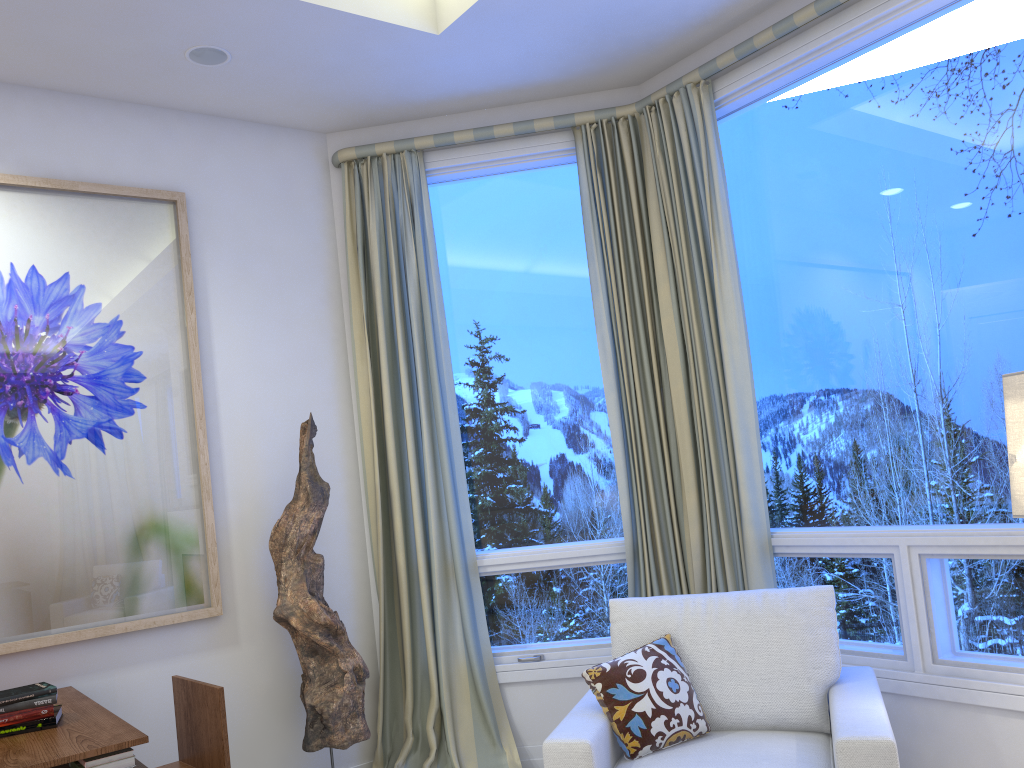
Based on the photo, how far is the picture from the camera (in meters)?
2.70

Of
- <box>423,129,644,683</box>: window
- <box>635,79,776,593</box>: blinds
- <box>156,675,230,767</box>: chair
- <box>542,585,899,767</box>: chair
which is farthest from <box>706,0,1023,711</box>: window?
<box>156,675,230,767</box>: chair

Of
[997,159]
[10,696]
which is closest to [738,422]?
[997,159]

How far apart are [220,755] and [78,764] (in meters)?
0.48

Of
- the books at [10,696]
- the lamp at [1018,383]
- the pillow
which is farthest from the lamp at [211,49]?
the lamp at [1018,383]

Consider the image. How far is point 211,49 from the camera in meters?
2.8 m

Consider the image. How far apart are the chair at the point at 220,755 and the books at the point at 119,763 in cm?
40

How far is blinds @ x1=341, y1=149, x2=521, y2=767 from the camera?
3.2 meters

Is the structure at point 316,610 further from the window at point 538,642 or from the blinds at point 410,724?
the window at point 538,642

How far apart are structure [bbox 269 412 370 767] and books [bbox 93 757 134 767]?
0.9m
